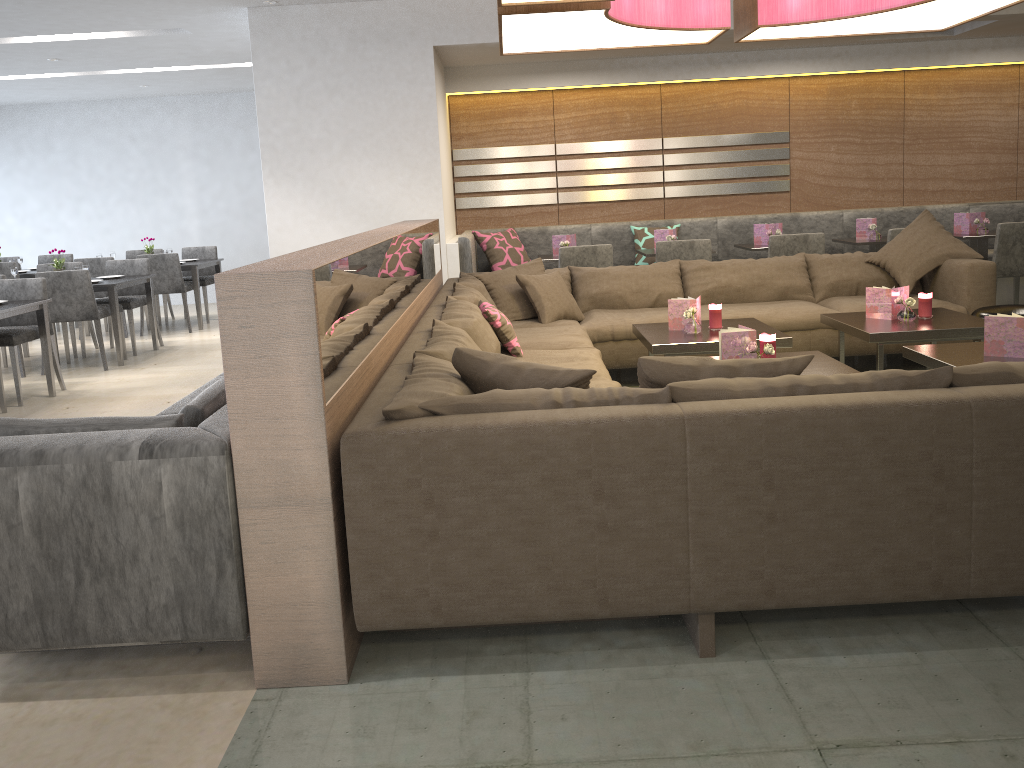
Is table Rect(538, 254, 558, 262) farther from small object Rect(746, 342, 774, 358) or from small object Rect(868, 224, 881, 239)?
small object Rect(746, 342, 774, 358)

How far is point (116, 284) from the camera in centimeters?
661cm

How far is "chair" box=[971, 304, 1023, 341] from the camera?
4.36m

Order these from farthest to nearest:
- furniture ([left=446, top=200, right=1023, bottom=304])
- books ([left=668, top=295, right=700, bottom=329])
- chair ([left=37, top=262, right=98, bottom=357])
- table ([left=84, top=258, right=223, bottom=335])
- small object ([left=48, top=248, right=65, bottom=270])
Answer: table ([left=84, top=258, right=223, bottom=335]) < chair ([left=37, top=262, right=98, bottom=357]) < small object ([left=48, top=248, right=65, bottom=270]) < furniture ([left=446, top=200, right=1023, bottom=304]) < books ([left=668, top=295, right=700, bottom=329])

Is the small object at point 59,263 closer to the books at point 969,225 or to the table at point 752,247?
the table at point 752,247

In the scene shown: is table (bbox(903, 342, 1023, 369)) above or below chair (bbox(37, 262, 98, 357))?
below

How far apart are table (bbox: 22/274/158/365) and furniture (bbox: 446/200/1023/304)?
2.5 meters

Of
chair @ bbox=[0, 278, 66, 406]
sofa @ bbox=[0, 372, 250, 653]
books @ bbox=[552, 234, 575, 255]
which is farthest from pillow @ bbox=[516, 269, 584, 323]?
chair @ bbox=[0, 278, 66, 406]

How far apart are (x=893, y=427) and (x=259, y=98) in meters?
5.2 m

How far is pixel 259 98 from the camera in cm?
602
